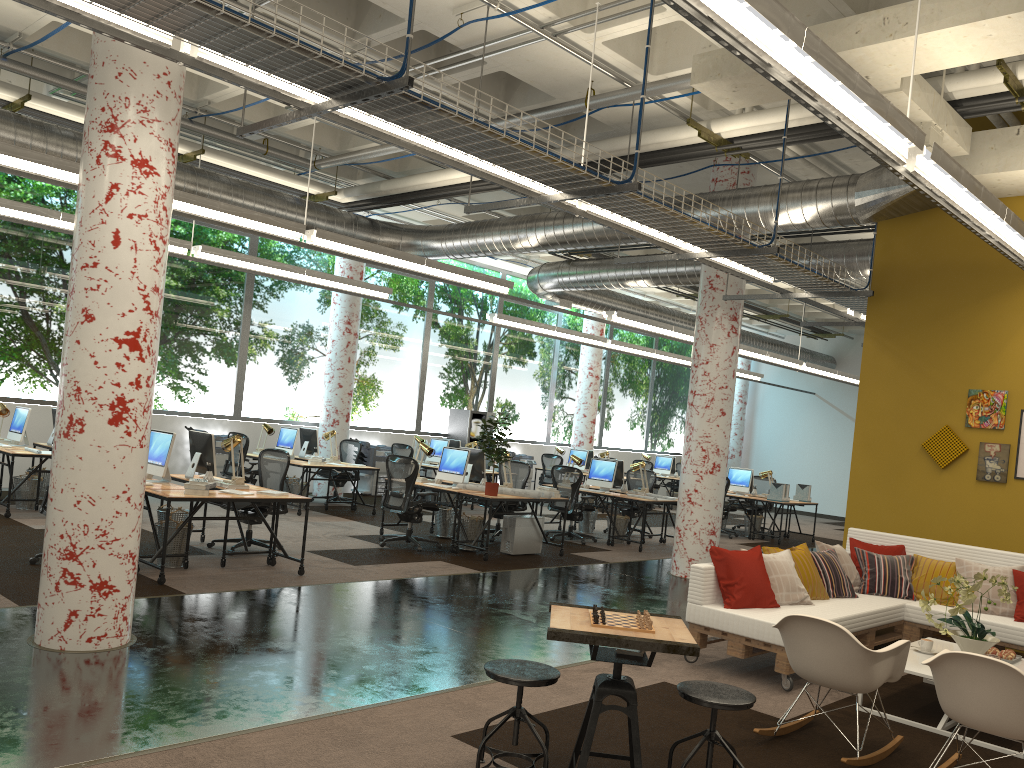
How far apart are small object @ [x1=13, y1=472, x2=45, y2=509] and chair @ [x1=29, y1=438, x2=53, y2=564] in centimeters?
323cm

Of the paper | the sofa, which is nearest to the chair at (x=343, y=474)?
the paper

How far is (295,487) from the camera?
13.2m

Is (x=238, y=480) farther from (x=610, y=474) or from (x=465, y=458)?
(x=610, y=474)

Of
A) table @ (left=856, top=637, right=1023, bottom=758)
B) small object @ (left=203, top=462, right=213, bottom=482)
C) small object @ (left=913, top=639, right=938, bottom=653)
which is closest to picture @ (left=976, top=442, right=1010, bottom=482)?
table @ (left=856, top=637, right=1023, bottom=758)

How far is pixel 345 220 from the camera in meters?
12.6

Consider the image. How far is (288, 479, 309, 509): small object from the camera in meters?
13.2 m

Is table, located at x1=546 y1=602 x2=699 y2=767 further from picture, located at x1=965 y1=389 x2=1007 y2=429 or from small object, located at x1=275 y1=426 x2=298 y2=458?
small object, located at x1=275 y1=426 x2=298 y2=458

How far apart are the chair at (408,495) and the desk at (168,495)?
2.0m

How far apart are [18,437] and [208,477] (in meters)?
3.79
